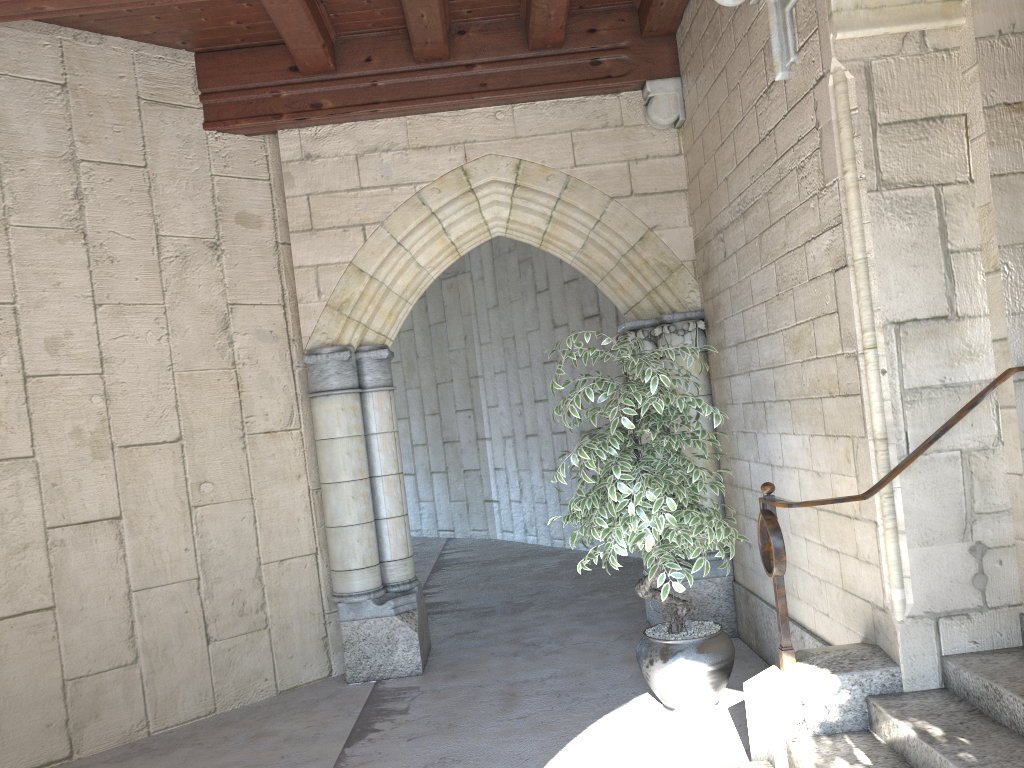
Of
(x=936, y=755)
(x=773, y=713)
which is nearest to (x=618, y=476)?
(x=773, y=713)

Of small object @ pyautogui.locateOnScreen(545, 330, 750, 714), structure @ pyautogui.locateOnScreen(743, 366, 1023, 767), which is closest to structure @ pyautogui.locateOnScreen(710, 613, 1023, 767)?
structure @ pyautogui.locateOnScreen(743, 366, 1023, 767)

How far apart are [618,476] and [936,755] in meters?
1.4 m

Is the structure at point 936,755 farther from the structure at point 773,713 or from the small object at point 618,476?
the small object at point 618,476

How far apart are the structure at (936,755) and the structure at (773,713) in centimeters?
2cm

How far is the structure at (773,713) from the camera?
2.68m

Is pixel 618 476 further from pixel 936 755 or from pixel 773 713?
pixel 936 755

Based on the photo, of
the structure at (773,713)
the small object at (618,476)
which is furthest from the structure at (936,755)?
the small object at (618,476)

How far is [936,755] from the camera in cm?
225

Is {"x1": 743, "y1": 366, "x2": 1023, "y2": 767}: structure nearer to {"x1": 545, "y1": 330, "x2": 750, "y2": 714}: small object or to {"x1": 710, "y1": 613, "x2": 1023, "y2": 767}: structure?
{"x1": 710, "y1": 613, "x2": 1023, "y2": 767}: structure
